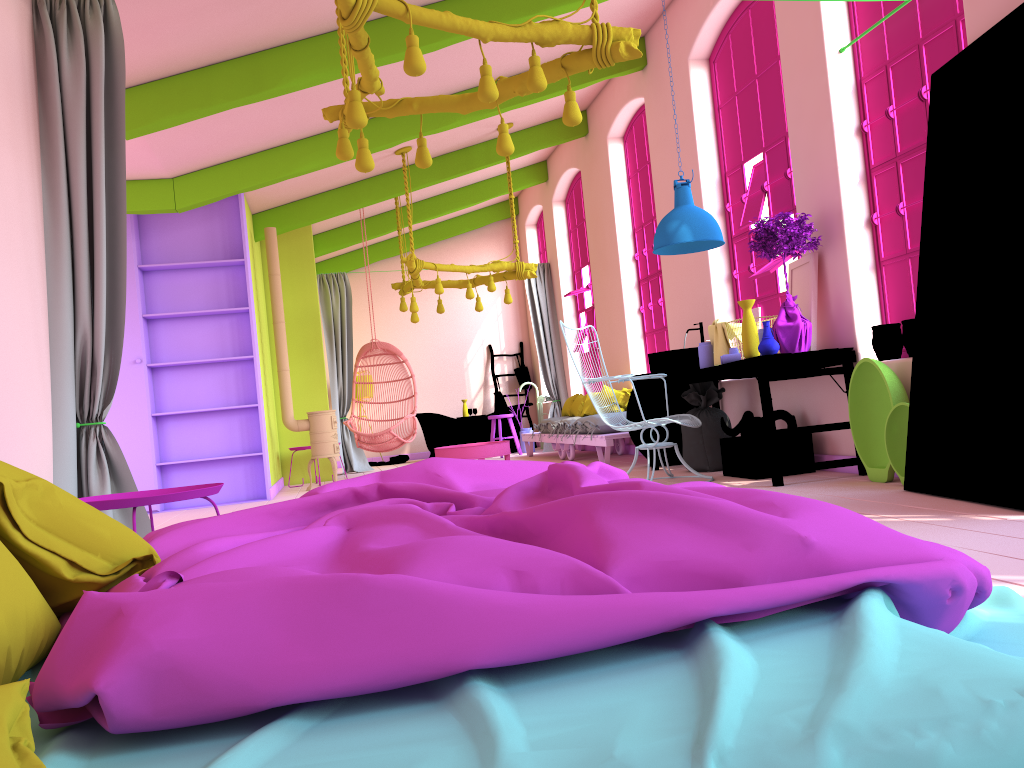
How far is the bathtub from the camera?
13.1m

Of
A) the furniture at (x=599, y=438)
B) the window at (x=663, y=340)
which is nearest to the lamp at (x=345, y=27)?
the furniture at (x=599, y=438)

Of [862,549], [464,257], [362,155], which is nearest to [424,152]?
[362,155]

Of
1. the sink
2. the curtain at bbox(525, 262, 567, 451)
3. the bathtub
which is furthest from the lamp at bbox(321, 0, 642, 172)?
the bathtub

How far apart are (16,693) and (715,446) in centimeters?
626cm

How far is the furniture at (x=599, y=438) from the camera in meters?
8.6

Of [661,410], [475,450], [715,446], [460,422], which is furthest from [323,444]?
[715,446]

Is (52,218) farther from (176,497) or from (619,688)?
(619,688)

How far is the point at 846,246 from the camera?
5.7m

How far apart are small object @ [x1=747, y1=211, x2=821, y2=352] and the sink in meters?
1.1
